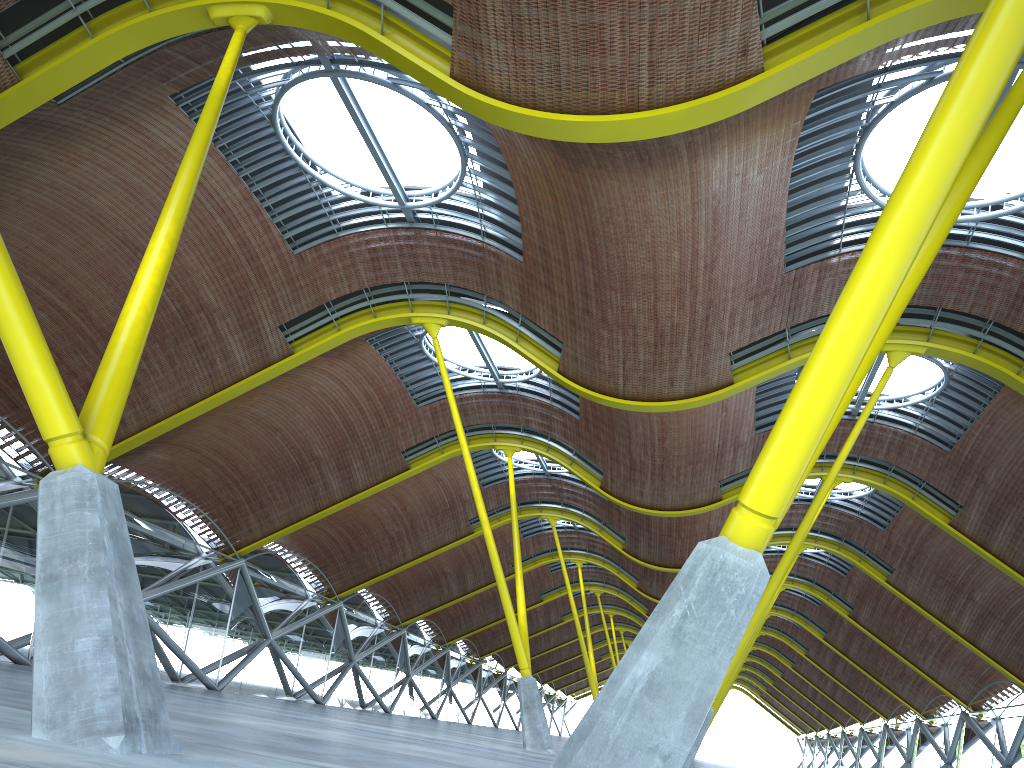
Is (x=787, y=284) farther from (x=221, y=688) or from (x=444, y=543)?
(x=444, y=543)

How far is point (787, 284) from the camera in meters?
23.8 m
